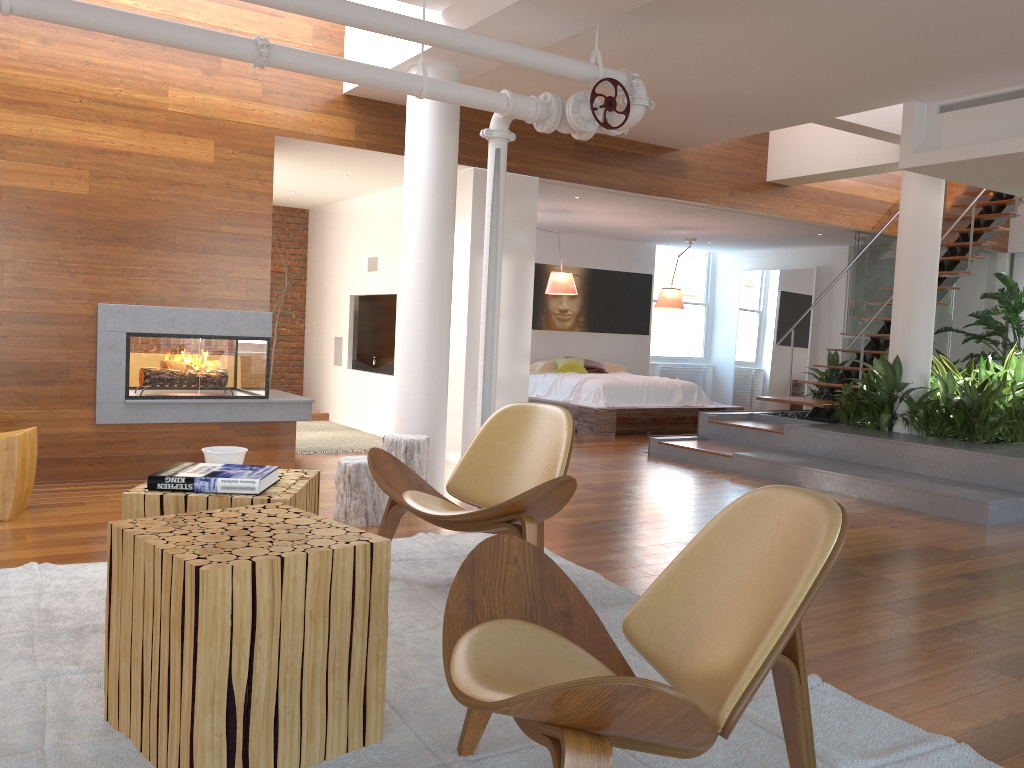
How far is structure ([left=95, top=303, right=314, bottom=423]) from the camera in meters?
5.4 m

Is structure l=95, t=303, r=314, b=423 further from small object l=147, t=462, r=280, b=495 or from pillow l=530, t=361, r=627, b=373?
pillow l=530, t=361, r=627, b=373

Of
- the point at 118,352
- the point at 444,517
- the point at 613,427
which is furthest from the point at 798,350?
the point at 444,517

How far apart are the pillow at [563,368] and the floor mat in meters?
A: 6.2

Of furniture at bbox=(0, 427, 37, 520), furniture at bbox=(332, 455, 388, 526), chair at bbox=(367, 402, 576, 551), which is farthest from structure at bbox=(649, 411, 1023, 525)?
furniture at bbox=(0, 427, 37, 520)

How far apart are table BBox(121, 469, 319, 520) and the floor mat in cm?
44

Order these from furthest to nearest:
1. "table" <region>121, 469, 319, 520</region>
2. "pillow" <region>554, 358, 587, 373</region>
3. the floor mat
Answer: "pillow" <region>554, 358, 587, 373</region>
"table" <region>121, 469, 319, 520</region>
the floor mat

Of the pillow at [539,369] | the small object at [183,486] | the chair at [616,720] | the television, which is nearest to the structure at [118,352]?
the television

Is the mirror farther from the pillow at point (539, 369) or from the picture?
the pillow at point (539, 369)

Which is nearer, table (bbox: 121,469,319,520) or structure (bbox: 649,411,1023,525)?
table (bbox: 121,469,319,520)
